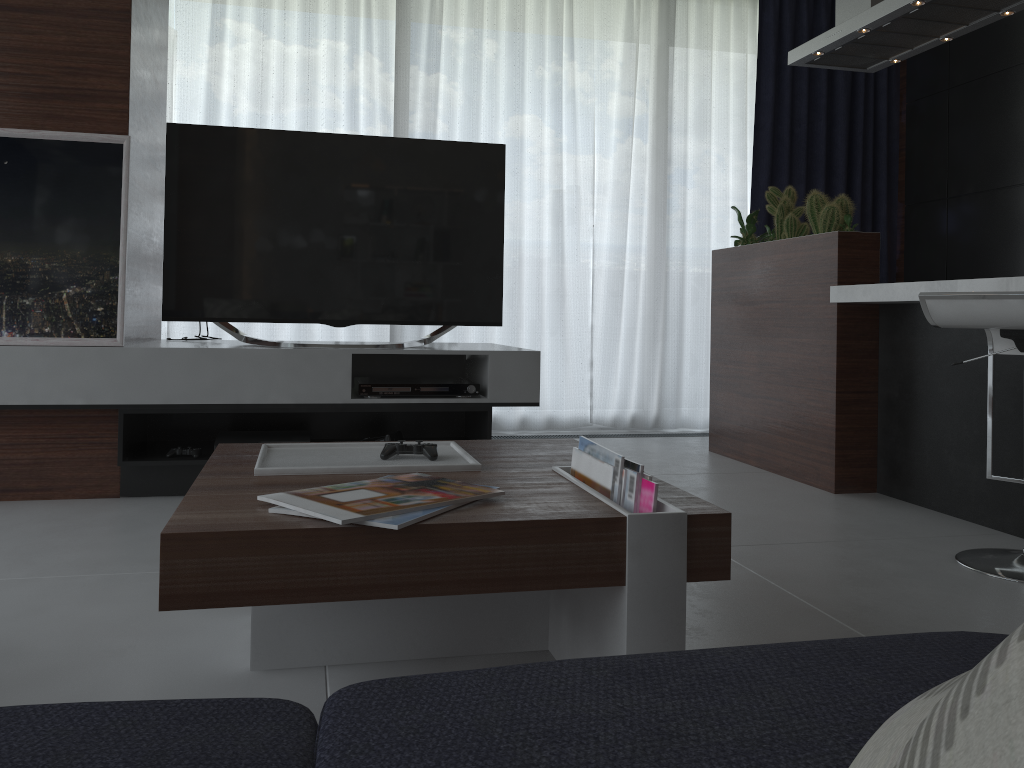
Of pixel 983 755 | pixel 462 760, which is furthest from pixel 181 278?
pixel 983 755

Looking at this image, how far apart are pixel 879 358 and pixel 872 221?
2.3 meters

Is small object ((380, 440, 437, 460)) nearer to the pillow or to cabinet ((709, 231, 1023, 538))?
the pillow

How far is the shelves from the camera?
2.86m

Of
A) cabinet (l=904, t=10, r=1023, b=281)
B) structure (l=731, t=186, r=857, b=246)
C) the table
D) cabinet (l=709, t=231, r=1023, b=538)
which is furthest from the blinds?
the table

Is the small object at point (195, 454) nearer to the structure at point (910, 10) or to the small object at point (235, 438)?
the small object at point (235, 438)

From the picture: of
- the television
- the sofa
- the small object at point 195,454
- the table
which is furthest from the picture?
the sofa

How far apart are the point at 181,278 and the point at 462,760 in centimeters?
277cm

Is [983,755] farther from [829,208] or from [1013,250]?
[1013,250]

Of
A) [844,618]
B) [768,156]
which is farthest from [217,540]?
[768,156]
